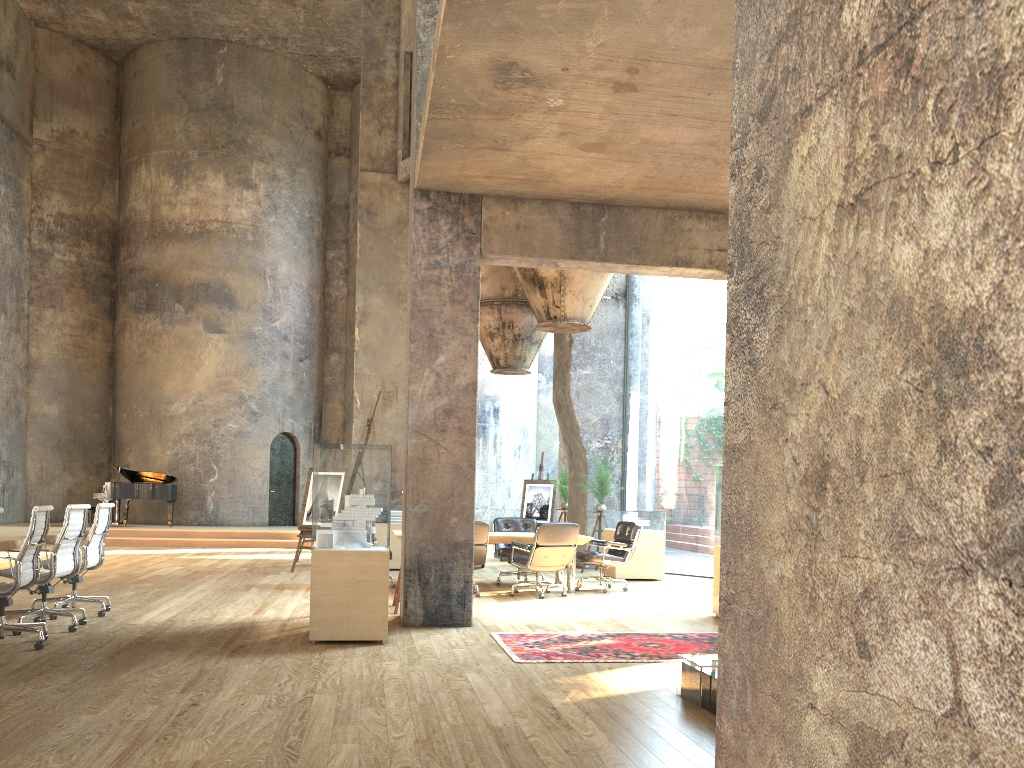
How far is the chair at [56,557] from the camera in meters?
6.9 m

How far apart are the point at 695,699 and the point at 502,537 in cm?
570

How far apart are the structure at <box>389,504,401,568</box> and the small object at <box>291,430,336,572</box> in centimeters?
129cm

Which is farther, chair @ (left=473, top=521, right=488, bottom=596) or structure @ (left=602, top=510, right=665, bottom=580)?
structure @ (left=602, top=510, right=665, bottom=580)

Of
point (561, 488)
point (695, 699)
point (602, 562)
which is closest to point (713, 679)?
point (695, 699)

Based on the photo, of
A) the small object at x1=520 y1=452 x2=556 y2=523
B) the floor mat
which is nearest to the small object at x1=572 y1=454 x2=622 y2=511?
the small object at x1=520 y1=452 x2=556 y2=523

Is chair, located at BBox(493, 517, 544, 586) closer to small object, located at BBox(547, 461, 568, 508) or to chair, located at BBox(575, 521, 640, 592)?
chair, located at BBox(575, 521, 640, 592)

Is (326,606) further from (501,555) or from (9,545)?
(501,555)

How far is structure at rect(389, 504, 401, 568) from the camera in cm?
1321

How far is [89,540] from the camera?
7.7m
